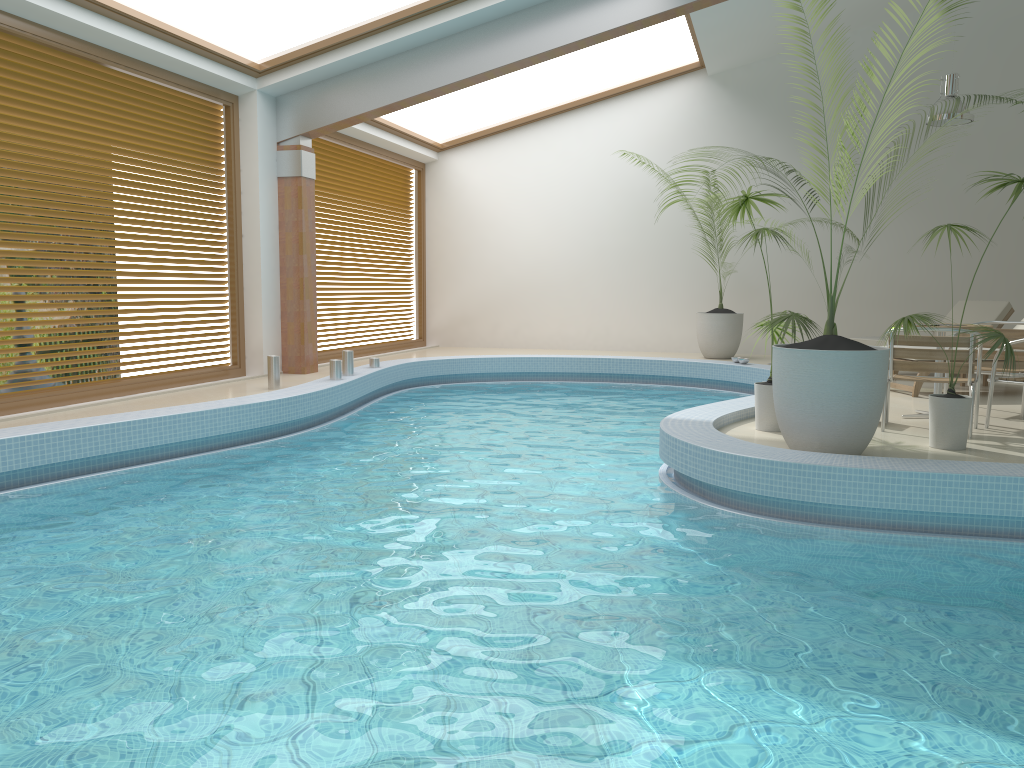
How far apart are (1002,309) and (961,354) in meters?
5.0

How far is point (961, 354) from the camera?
6.00m

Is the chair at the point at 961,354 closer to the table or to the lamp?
the table

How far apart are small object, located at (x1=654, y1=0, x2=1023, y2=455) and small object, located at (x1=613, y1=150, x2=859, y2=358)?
7.0m

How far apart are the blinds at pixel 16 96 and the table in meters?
7.2

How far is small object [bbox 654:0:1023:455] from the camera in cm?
499

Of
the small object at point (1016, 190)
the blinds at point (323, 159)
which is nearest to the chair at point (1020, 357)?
the small object at point (1016, 190)

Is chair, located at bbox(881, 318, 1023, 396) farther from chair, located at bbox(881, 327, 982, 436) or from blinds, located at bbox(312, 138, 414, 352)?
blinds, located at bbox(312, 138, 414, 352)

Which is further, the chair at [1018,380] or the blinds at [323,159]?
the blinds at [323,159]

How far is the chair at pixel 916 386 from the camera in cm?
818
